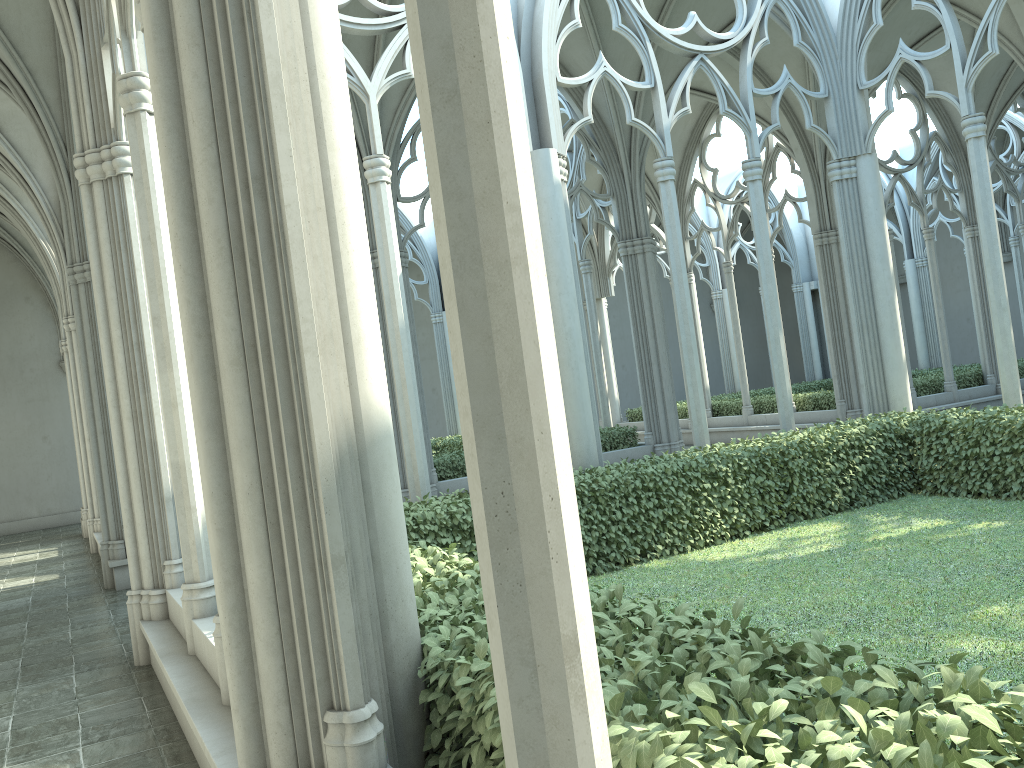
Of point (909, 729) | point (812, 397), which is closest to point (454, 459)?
point (812, 397)

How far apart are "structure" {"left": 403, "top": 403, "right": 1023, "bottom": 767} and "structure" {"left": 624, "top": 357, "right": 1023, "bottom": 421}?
8.1m

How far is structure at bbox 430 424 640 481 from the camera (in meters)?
13.69

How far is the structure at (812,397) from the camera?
18.7m

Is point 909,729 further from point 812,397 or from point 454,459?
point 812,397

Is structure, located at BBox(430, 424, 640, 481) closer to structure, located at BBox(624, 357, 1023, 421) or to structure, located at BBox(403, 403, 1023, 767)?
structure, located at BBox(624, 357, 1023, 421)

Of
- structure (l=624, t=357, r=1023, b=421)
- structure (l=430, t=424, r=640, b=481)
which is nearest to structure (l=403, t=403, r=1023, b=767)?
structure (l=430, t=424, r=640, b=481)

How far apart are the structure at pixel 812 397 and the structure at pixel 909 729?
8.1 meters

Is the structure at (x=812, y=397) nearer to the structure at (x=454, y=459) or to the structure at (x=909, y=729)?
the structure at (x=454, y=459)

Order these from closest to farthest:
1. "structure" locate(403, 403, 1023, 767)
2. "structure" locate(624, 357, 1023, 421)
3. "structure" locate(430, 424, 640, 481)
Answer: "structure" locate(403, 403, 1023, 767) → "structure" locate(430, 424, 640, 481) → "structure" locate(624, 357, 1023, 421)
